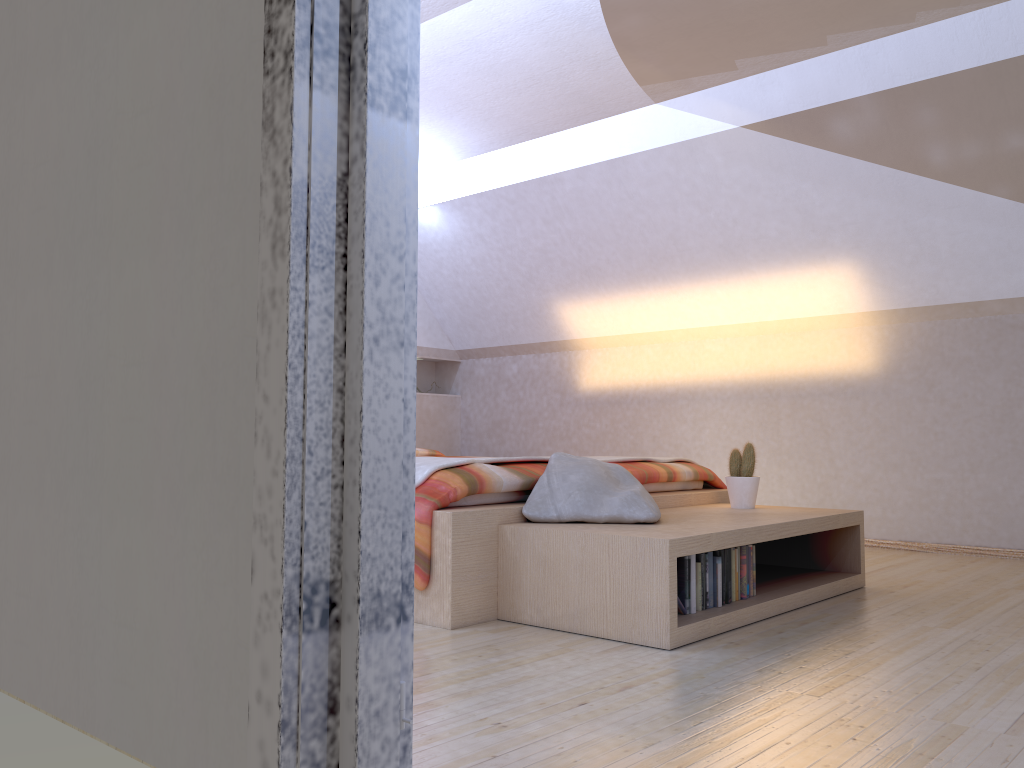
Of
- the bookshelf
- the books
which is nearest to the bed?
the bookshelf

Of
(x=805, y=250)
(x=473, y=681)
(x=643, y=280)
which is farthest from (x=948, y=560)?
(x=473, y=681)

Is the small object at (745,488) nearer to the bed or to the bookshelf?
the bookshelf

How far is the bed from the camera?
2.8 meters

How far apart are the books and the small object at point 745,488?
0.67m

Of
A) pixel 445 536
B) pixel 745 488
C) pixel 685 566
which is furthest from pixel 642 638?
pixel 745 488

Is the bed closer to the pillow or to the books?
the pillow

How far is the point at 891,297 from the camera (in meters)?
4.80

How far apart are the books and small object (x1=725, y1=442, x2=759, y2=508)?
0.67m

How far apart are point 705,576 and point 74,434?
1.8 meters
